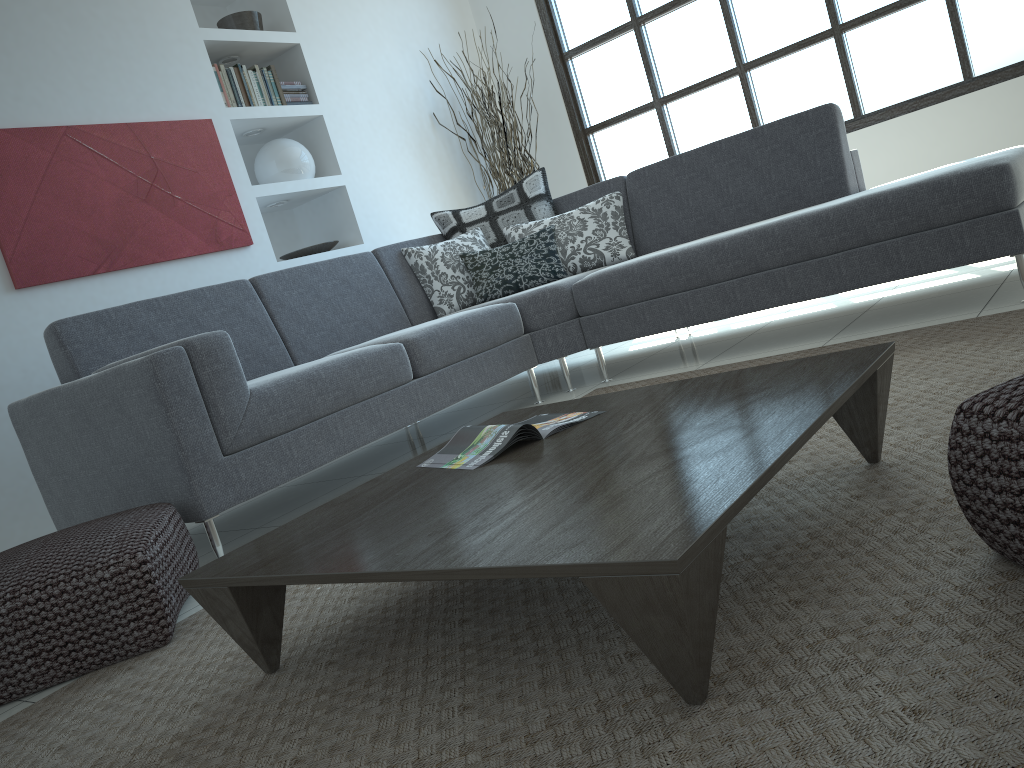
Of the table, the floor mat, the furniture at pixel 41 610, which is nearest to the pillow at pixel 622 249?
the floor mat

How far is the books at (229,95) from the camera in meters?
4.6

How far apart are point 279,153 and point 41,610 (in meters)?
3.51

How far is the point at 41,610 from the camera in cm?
190

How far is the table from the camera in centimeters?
104cm

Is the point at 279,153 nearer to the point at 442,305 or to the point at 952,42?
the point at 442,305

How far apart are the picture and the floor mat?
2.2 meters

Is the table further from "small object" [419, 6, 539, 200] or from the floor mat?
"small object" [419, 6, 539, 200]

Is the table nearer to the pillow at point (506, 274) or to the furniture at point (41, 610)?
the furniture at point (41, 610)

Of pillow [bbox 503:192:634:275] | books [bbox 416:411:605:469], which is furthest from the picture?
books [bbox 416:411:605:469]
